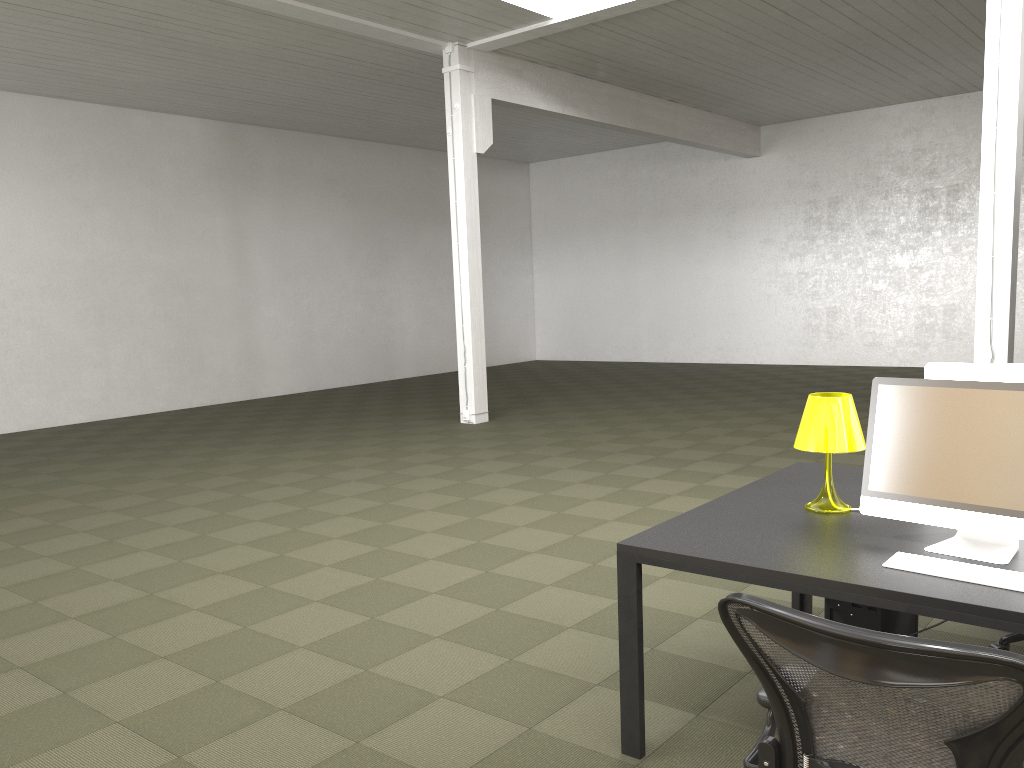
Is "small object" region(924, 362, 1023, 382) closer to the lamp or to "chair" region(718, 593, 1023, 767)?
the lamp

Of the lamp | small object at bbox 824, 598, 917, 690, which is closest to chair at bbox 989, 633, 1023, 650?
small object at bbox 824, 598, 917, 690

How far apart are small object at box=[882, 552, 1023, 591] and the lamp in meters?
0.6 m

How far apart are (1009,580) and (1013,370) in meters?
1.0 m

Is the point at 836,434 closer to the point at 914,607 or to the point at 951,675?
the point at 914,607

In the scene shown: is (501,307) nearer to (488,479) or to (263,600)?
(488,479)

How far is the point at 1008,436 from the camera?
2.6 meters

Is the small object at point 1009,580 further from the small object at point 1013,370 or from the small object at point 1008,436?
the small object at point 1013,370

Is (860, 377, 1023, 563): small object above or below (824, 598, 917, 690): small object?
above

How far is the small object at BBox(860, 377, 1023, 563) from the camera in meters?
2.6 m
